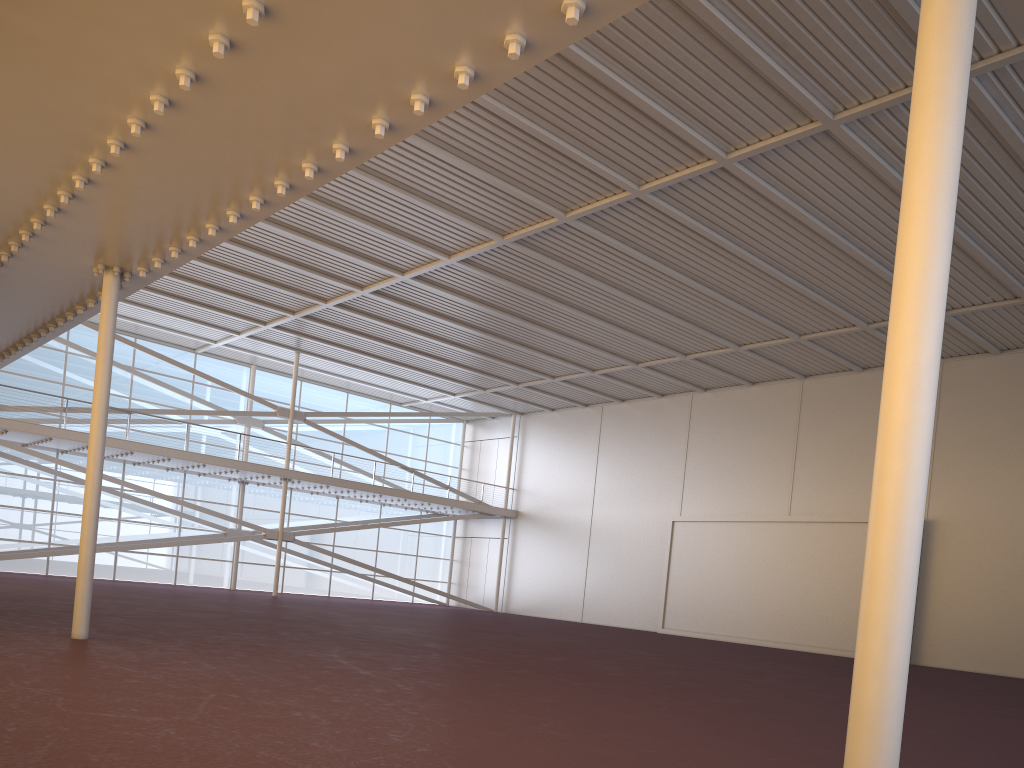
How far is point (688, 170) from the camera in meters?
19.1 m
